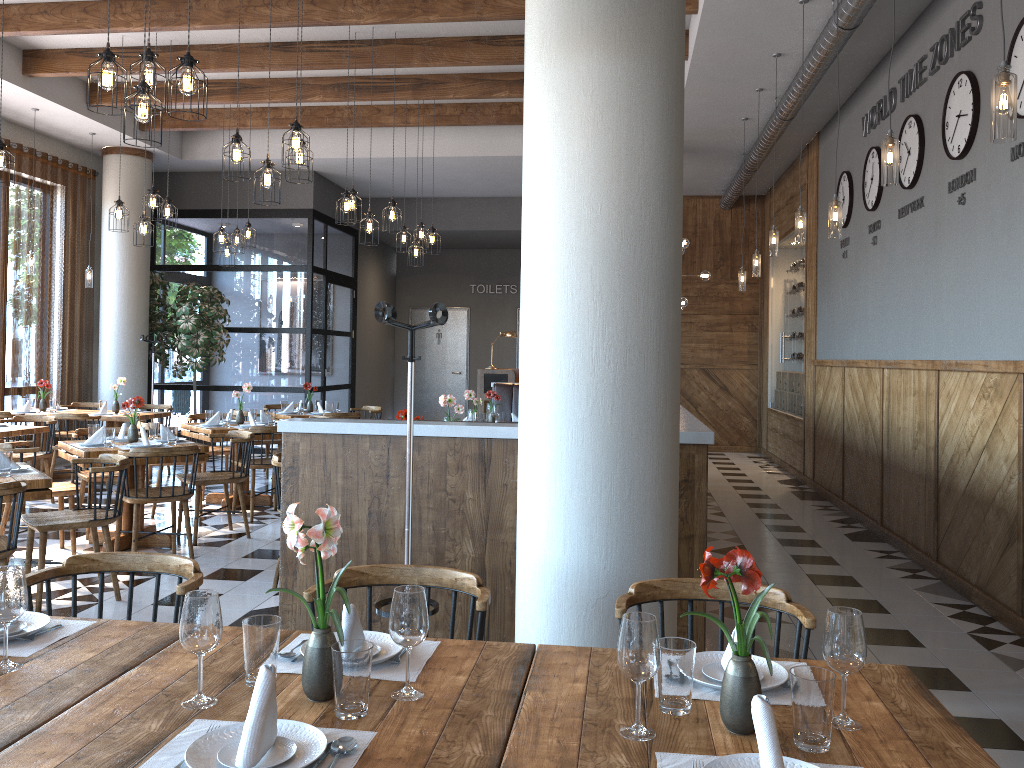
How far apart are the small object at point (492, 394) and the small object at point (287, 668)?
6.7m

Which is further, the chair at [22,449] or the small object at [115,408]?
the small object at [115,408]

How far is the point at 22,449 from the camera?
5.9m

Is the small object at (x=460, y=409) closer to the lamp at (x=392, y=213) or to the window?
the lamp at (x=392, y=213)

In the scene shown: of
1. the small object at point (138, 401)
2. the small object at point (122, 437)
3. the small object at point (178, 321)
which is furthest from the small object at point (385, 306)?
the small object at point (178, 321)

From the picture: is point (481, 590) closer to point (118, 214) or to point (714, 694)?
point (714, 694)

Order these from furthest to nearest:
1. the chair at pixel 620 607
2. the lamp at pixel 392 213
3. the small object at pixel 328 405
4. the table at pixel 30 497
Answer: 1. the small object at pixel 328 405
2. the lamp at pixel 392 213
3. the table at pixel 30 497
4. the chair at pixel 620 607

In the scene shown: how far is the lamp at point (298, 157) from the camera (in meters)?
5.95

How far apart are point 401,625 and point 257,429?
6.2m

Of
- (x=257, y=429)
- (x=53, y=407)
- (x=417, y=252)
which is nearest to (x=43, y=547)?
(x=257, y=429)
